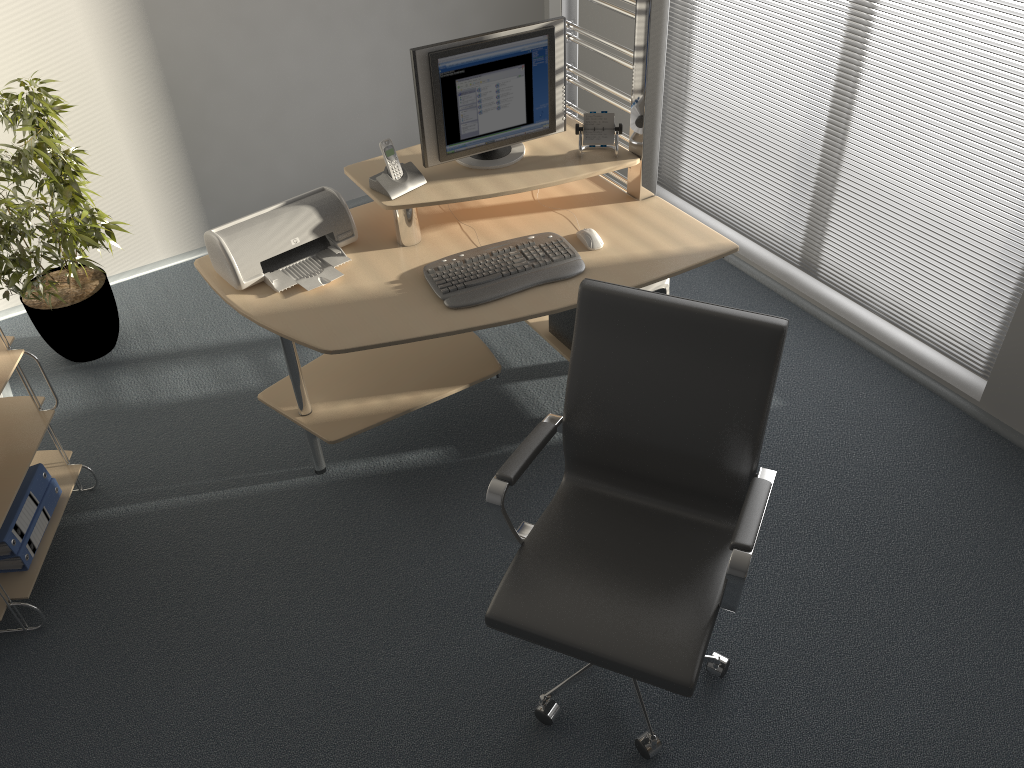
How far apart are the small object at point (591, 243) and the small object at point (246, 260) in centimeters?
72cm

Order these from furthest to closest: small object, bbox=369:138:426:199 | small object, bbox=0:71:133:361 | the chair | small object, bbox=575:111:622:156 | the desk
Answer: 1. small object, bbox=0:71:133:361
2. small object, bbox=575:111:622:156
3. small object, bbox=369:138:426:199
4. the desk
5. the chair

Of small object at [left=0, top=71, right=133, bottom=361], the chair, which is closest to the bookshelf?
small object at [left=0, top=71, right=133, bottom=361]

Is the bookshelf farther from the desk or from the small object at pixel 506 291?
the small object at pixel 506 291

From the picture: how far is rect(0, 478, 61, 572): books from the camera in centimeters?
267cm

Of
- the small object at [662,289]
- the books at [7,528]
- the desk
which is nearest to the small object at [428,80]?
the desk

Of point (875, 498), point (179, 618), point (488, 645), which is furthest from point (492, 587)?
point (875, 498)

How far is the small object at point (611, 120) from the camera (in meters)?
2.90

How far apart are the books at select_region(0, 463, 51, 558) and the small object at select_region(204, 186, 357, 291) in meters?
0.9 m

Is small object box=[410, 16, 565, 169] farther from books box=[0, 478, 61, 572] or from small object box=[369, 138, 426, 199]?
books box=[0, 478, 61, 572]
